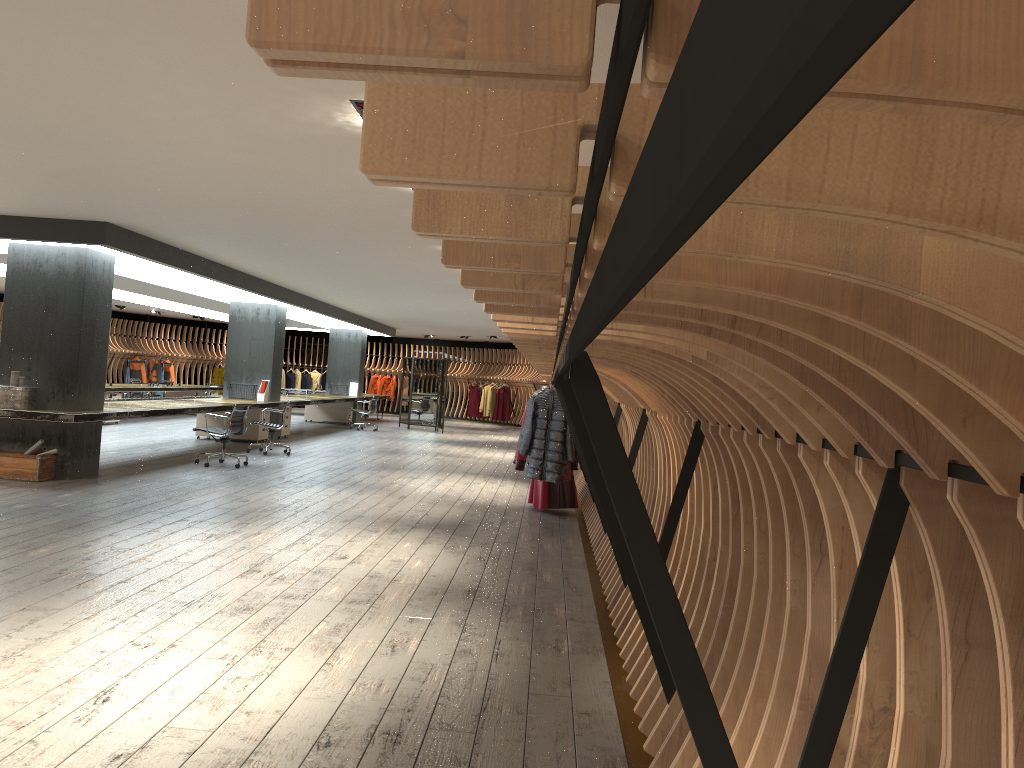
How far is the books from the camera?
23.7 meters

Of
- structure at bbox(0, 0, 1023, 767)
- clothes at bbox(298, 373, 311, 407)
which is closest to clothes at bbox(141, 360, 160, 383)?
structure at bbox(0, 0, 1023, 767)

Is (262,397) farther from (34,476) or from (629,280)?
(629,280)

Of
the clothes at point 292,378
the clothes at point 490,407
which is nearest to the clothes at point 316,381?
the clothes at point 292,378

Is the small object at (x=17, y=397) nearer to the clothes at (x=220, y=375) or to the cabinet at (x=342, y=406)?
the cabinet at (x=342, y=406)

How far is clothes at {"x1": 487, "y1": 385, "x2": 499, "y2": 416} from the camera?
28.6 meters

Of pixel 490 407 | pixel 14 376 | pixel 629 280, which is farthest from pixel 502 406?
pixel 629 280

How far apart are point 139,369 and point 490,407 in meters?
10.9 m

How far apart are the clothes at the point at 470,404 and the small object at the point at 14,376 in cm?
2055

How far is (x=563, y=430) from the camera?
8.0m
